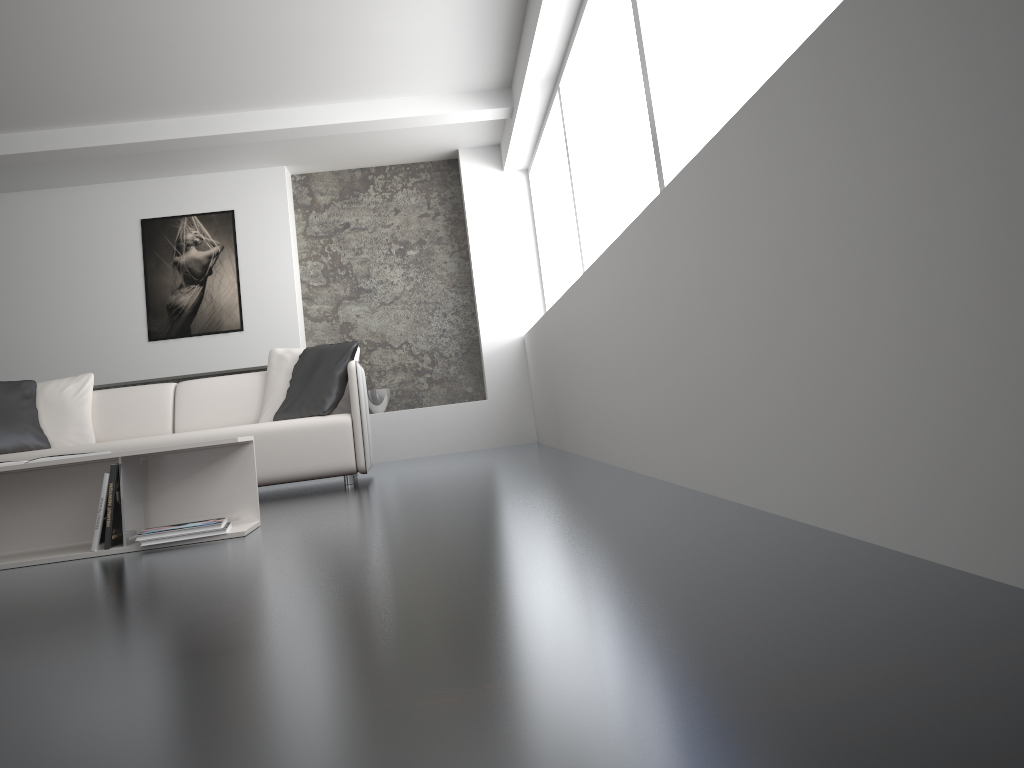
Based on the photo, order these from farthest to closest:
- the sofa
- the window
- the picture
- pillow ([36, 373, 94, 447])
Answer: the picture < pillow ([36, 373, 94, 447]) < the sofa < the window

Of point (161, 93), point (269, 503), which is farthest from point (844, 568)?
point (161, 93)

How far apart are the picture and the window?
2.4 meters

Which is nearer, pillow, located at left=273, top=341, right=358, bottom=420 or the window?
the window

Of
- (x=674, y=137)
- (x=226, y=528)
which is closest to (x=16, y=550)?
(x=226, y=528)

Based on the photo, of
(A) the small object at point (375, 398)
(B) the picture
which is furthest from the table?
(B) the picture

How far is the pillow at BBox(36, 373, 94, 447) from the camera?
5.01m

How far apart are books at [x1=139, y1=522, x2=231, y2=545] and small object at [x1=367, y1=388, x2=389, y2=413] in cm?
420

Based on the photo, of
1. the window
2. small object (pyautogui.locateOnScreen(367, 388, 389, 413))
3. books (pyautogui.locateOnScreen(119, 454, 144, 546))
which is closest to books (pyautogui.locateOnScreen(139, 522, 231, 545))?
books (pyautogui.locateOnScreen(119, 454, 144, 546))

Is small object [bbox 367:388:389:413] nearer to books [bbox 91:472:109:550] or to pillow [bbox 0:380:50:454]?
pillow [bbox 0:380:50:454]
